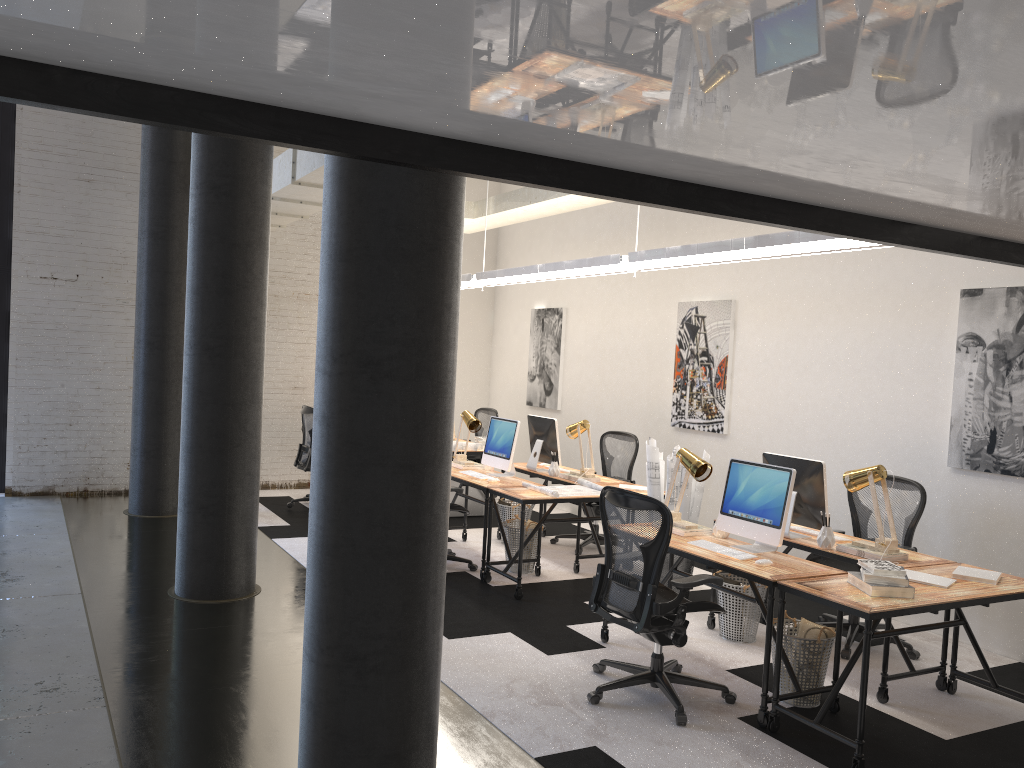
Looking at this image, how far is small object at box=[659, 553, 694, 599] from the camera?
6.4m

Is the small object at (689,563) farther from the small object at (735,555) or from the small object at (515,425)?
the small object at (515,425)

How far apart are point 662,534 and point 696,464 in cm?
97

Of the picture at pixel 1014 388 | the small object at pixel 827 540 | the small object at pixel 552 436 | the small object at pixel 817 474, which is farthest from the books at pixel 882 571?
the small object at pixel 552 436

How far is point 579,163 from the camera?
2.5m

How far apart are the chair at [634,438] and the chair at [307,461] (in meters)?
2.72

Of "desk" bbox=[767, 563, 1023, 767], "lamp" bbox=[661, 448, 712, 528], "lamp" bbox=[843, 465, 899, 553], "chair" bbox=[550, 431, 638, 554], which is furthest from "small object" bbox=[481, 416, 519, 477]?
"desk" bbox=[767, 563, 1023, 767]

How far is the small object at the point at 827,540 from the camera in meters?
5.0

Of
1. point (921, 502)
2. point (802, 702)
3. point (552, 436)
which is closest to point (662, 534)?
point (802, 702)

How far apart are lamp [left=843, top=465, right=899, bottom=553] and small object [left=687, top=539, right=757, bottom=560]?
0.79m
